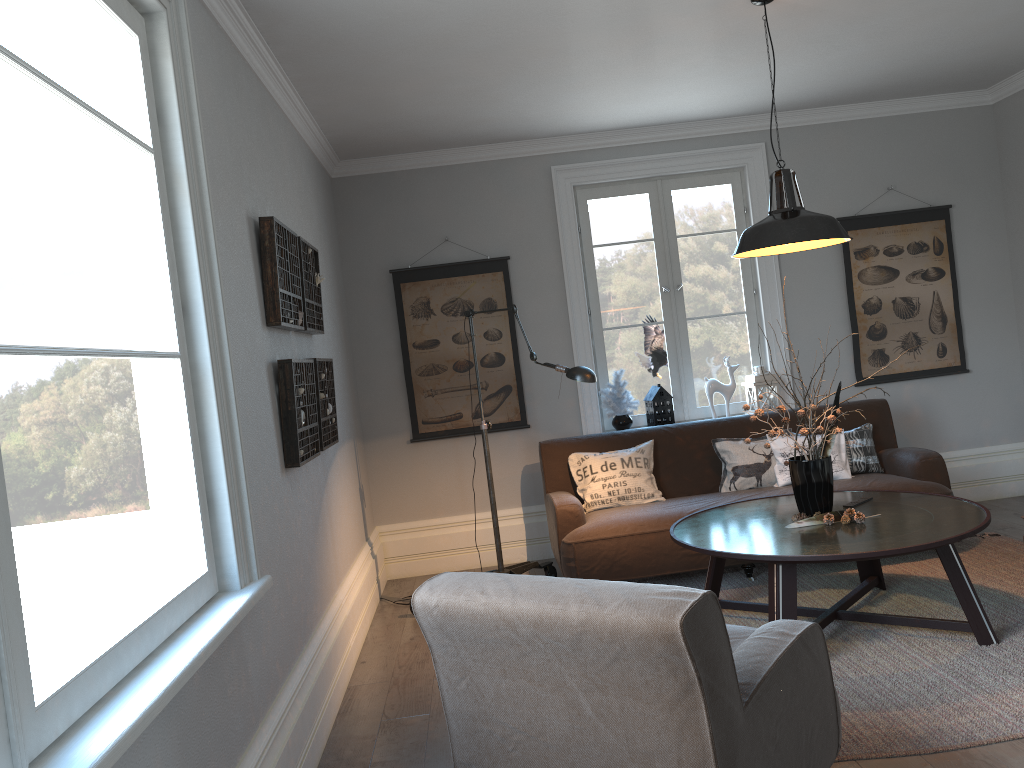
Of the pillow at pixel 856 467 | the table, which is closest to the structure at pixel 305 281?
the table

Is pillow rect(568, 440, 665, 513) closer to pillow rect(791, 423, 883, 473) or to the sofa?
the sofa

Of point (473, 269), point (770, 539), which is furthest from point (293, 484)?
point (473, 269)

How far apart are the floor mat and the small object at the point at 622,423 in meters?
1.1

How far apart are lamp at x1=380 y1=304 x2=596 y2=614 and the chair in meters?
1.8 m

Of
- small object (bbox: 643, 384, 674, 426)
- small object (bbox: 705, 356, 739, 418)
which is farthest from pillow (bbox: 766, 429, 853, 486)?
small object (bbox: 643, 384, 674, 426)

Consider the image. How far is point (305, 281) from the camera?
3.9m

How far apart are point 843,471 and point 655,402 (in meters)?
1.26

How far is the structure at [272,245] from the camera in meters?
3.3 m

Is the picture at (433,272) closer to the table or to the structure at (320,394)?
the structure at (320,394)
